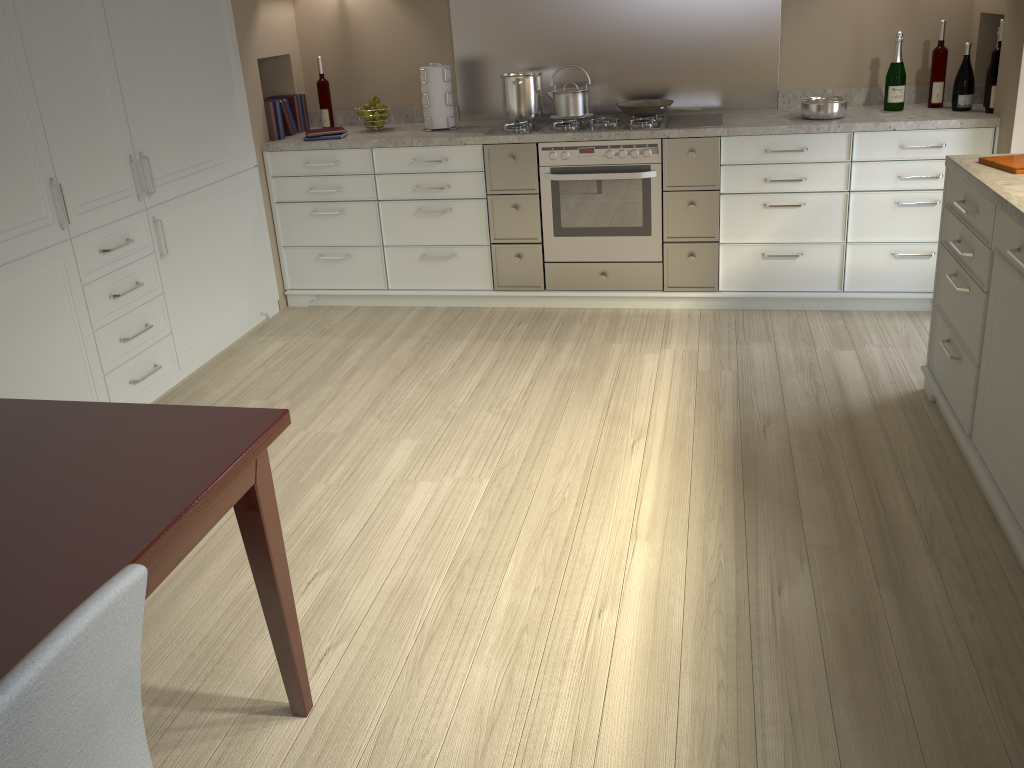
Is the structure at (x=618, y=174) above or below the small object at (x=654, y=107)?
below

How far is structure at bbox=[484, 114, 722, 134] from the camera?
3.8 meters

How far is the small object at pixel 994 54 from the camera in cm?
346

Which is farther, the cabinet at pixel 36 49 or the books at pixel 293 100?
the books at pixel 293 100

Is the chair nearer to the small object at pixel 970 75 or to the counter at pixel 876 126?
the counter at pixel 876 126

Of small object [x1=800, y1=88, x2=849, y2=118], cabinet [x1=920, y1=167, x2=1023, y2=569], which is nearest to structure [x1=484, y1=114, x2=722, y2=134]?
small object [x1=800, y1=88, x2=849, y2=118]

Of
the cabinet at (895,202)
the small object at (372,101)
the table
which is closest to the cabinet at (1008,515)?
the cabinet at (895,202)

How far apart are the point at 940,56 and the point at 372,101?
2.5 meters

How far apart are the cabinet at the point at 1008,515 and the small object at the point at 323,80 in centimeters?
285cm

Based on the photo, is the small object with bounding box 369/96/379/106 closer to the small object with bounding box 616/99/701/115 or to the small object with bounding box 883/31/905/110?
the small object with bounding box 616/99/701/115
